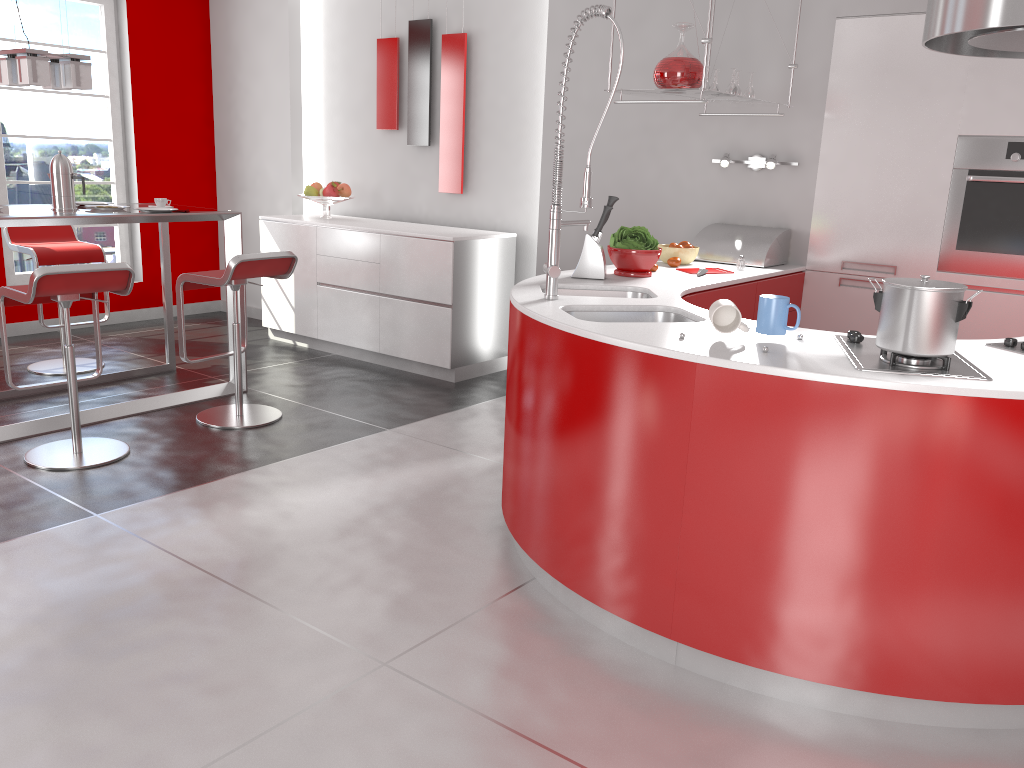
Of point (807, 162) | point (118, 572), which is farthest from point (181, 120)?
point (118, 572)

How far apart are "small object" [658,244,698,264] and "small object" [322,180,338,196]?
2.8 meters

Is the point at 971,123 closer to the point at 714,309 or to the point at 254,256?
the point at 714,309

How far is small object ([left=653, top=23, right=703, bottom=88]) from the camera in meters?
3.6

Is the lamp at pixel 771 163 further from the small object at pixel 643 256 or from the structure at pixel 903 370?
the structure at pixel 903 370

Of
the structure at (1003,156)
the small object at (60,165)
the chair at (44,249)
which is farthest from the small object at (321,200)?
the structure at (1003,156)

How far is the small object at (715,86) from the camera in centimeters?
404cm

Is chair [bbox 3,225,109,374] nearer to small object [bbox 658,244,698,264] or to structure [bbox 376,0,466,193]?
structure [bbox 376,0,466,193]

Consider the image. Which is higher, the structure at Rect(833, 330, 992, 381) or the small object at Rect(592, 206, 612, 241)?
the small object at Rect(592, 206, 612, 241)

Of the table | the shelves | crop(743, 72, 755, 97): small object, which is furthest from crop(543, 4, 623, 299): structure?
the table
